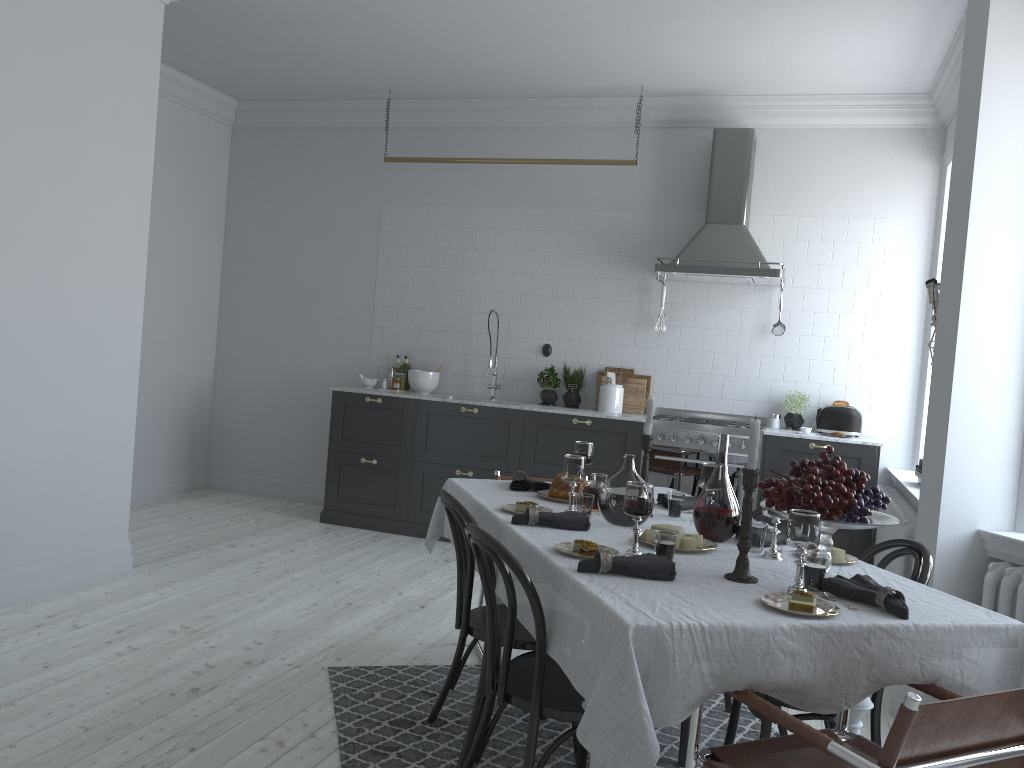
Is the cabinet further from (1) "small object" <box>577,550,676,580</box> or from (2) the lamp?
(1) "small object" <box>577,550,676,580</box>

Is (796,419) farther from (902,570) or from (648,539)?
(648,539)

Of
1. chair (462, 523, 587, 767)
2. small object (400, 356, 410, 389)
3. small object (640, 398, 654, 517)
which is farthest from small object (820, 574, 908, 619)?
small object (400, 356, 410, 389)

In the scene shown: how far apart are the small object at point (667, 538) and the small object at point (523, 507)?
0.7 meters

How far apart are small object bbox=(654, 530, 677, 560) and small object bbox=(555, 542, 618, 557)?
0.14m

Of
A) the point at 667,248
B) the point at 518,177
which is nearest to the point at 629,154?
the point at 667,248

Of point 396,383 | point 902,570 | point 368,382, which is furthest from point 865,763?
point 368,382

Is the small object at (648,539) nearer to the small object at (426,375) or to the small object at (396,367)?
the small object at (426,375)

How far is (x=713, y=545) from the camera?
2.74m

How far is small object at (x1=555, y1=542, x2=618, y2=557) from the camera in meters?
2.5 m
